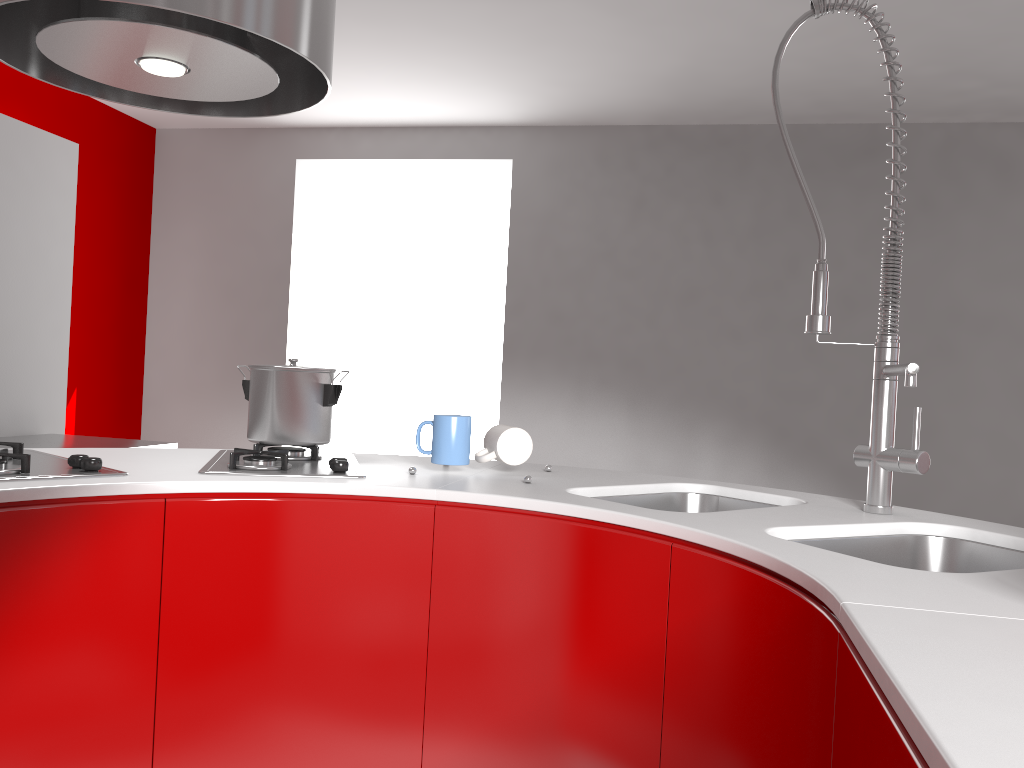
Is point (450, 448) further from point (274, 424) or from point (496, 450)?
point (274, 424)

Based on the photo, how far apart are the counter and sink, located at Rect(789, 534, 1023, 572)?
0.0m

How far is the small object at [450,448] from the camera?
1.8 meters

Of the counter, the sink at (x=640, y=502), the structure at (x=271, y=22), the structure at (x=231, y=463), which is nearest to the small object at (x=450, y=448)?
the counter

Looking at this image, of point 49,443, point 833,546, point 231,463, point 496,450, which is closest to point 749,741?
point 833,546

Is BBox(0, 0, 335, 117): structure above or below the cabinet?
above

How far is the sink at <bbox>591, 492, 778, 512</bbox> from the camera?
1.81m

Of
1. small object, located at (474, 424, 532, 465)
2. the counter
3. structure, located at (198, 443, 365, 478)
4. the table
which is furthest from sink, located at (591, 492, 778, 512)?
the table

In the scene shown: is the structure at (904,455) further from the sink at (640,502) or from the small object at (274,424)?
the small object at (274,424)

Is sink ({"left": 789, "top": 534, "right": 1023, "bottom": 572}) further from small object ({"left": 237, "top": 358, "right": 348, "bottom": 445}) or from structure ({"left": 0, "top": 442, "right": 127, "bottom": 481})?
structure ({"left": 0, "top": 442, "right": 127, "bottom": 481})
